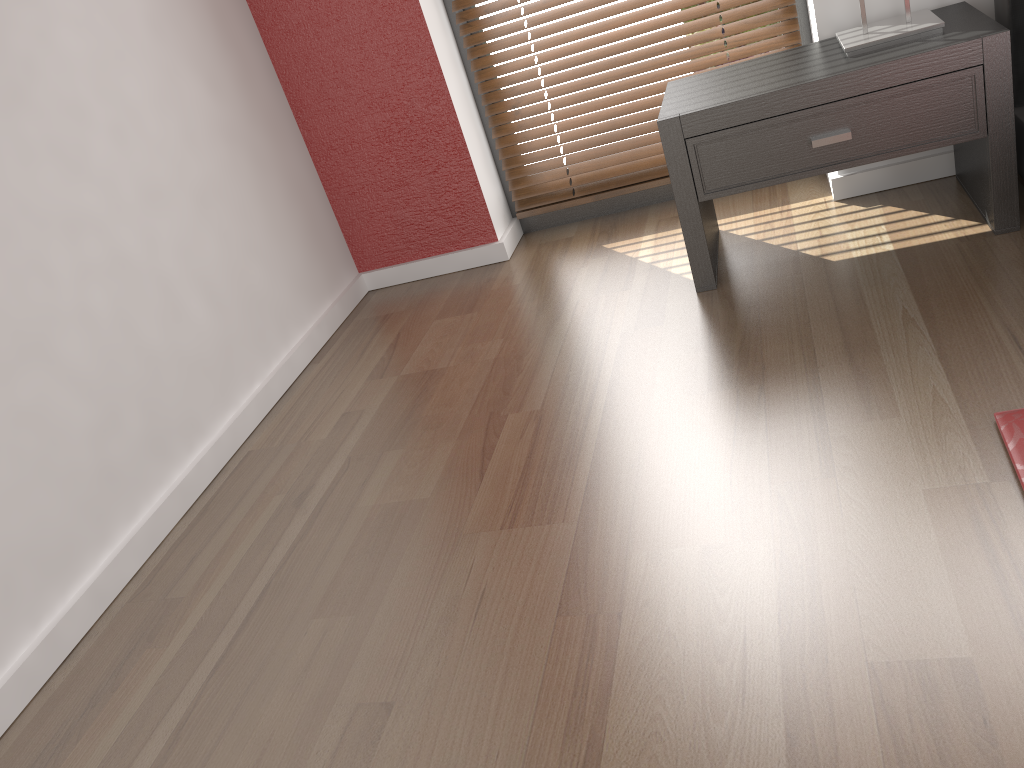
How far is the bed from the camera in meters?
1.3 m

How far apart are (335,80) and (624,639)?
2.0 meters

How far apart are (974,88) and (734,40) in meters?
0.9 m

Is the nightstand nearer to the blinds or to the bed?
the bed

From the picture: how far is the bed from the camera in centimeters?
130cm

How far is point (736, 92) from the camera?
1.97m

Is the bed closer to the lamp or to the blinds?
the lamp

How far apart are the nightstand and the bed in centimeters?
6cm

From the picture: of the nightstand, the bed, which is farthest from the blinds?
the bed

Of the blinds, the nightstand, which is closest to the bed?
the nightstand
